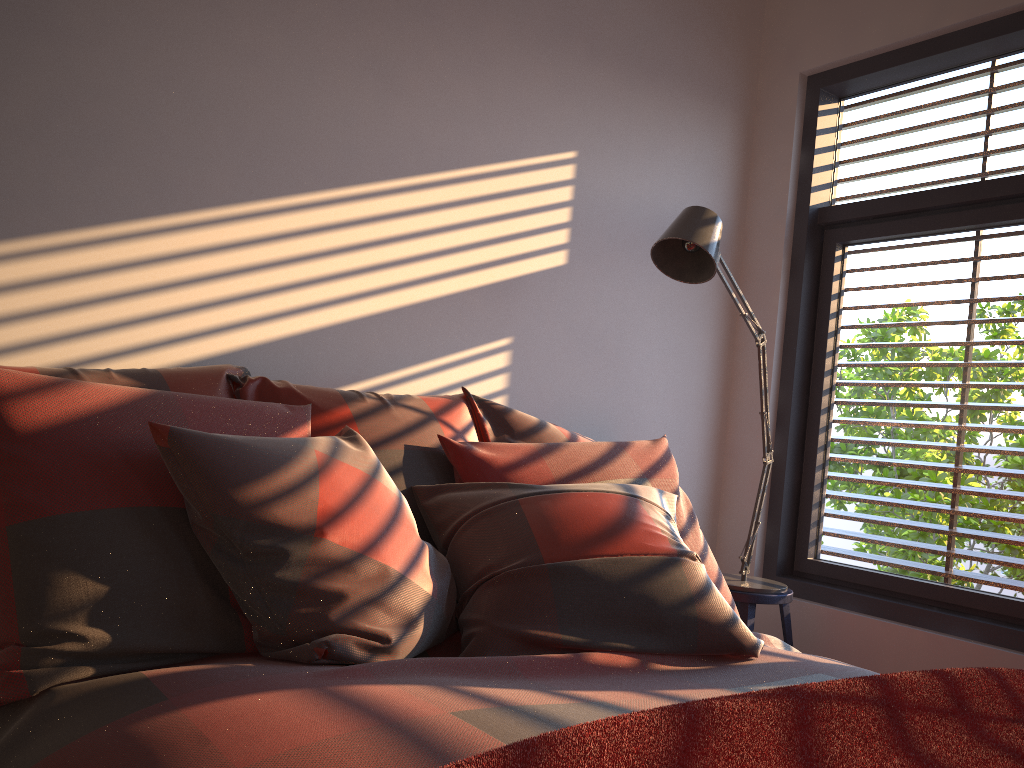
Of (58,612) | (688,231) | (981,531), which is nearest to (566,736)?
(58,612)

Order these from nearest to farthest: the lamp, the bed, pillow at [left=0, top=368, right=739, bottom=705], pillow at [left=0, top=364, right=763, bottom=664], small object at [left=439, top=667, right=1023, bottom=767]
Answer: small object at [left=439, top=667, right=1023, bottom=767]
the bed
pillow at [left=0, top=368, right=739, bottom=705]
pillow at [left=0, top=364, right=763, bottom=664]
the lamp

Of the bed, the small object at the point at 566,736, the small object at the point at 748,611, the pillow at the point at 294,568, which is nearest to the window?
the small object at the point at 748,611

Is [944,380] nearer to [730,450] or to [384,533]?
[730,450]

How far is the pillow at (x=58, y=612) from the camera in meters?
1.4

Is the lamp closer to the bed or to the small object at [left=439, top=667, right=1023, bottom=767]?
the bed

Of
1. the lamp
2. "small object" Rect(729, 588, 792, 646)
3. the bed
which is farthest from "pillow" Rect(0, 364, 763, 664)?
"small object" Rect(729, 588, 792, 646)

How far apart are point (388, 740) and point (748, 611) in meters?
1.9

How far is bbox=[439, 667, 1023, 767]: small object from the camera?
0.9 meters

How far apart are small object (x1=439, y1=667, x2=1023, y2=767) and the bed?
0.2 meters
